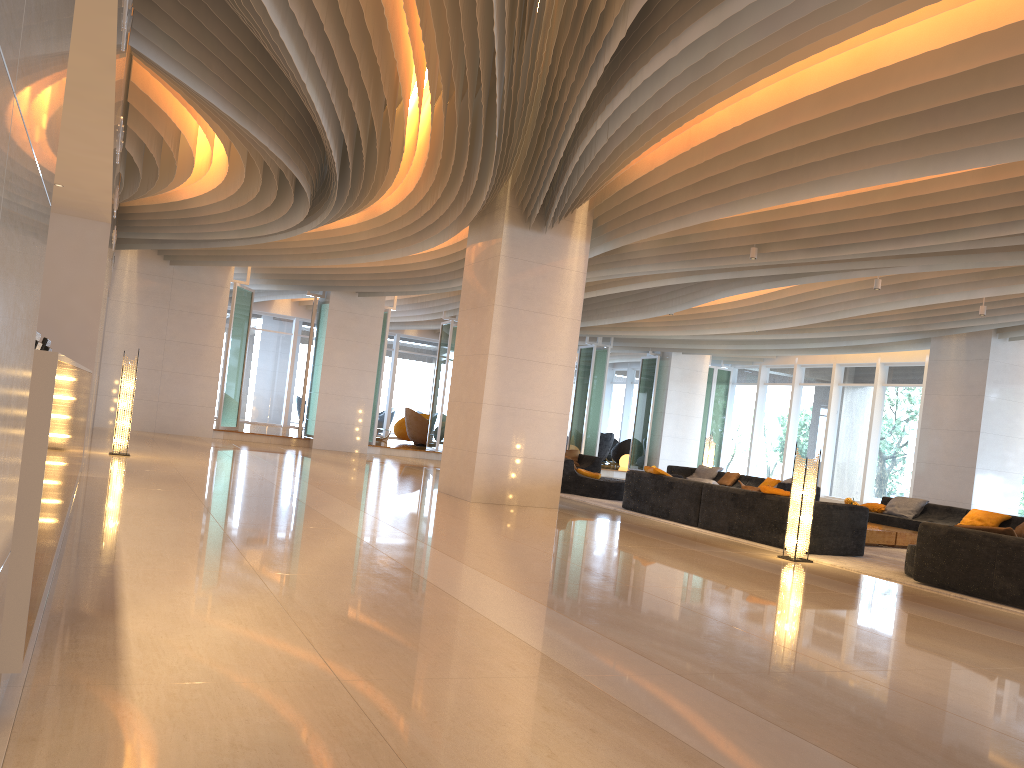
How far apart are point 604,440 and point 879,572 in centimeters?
1832cm

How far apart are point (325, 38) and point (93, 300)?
4.1 meters

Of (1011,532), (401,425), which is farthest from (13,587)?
(401,425)

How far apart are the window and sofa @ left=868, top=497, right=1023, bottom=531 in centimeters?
540cm

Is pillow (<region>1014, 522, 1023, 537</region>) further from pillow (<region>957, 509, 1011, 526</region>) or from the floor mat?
the floor mat

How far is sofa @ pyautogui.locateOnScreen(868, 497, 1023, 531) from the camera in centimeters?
1344cm

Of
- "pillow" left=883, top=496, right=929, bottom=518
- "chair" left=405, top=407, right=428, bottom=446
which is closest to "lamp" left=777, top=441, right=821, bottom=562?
"pillow" left=883, top=496, right=929, bottom=518

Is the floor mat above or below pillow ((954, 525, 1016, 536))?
below

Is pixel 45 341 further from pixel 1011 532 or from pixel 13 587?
pixel 1011 532

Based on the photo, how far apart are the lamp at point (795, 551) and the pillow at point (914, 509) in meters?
5.8
